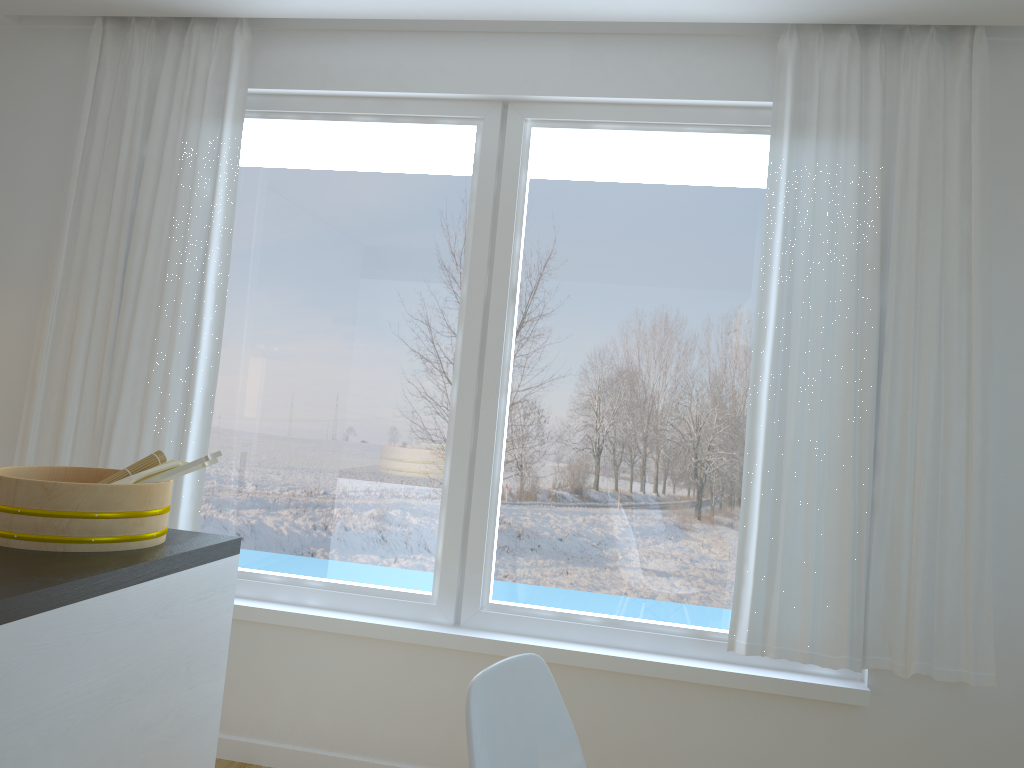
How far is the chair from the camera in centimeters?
139cm

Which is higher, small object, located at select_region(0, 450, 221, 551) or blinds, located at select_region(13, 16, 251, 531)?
blinds, located at select_region(13, 16, 251, 531)

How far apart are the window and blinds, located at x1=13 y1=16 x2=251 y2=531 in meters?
0.1 m

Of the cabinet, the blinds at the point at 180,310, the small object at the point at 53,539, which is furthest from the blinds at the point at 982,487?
the blinds at the point at 180,310

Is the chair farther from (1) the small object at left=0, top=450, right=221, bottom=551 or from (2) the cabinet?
(1) the small object at left=0, top=450, right=221, bottom=551

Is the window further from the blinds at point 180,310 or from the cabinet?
the cabinet

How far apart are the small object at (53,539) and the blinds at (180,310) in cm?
108

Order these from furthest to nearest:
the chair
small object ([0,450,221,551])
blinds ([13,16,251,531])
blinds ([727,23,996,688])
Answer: blinds ([13,16,251,531]), blinds ([727,23,996,688]), small object ([0,450,221,551]), the chair

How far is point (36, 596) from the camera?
1.47m

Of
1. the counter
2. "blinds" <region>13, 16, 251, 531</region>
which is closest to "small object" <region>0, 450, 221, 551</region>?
the counter
